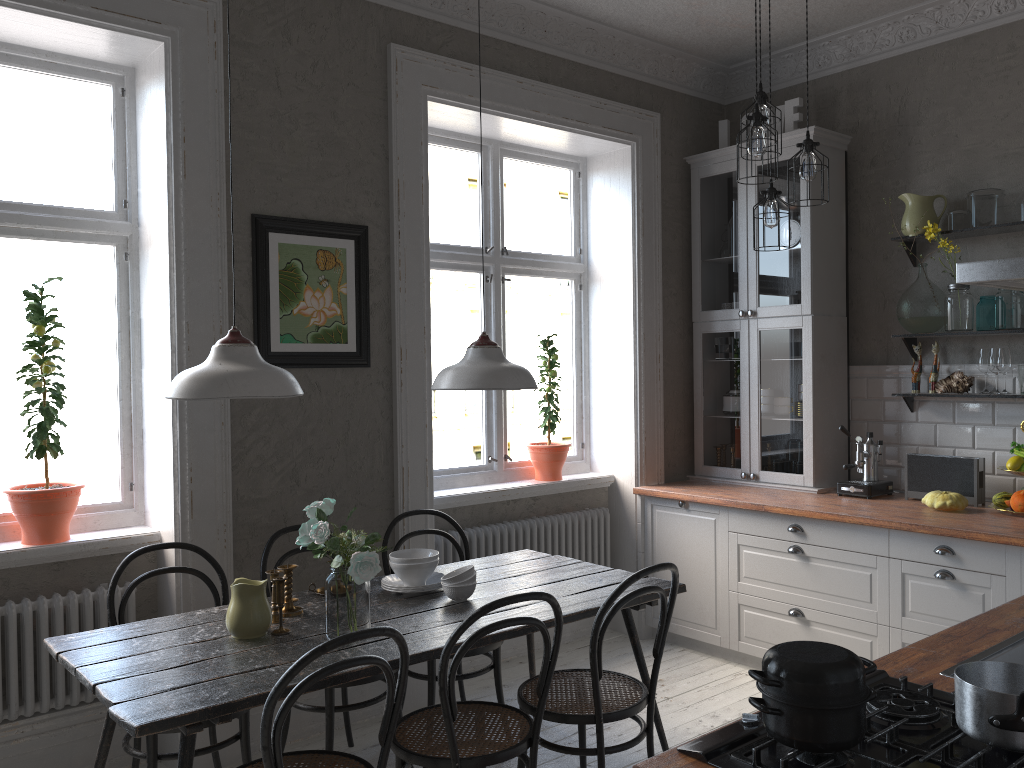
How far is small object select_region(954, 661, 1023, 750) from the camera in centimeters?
142cm

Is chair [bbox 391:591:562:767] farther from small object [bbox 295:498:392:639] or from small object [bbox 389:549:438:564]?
small object [bbox 389:549:438:564]

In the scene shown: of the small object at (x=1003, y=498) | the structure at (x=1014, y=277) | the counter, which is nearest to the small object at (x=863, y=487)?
the counter

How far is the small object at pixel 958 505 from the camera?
3.9 meters

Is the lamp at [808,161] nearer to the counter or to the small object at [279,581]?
the counter

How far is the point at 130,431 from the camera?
3.7 meters

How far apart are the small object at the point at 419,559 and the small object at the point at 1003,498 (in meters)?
2.51

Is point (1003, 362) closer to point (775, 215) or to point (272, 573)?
point (775, 215)

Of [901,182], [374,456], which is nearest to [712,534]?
[374,456]

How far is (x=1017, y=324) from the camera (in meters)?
3.96
